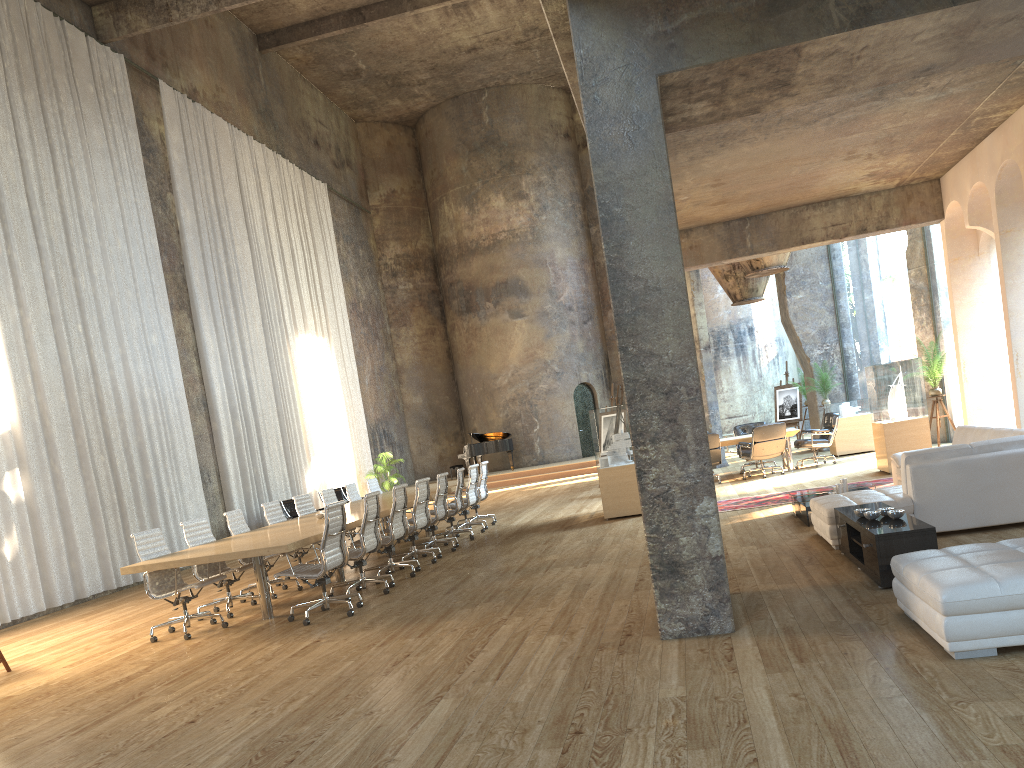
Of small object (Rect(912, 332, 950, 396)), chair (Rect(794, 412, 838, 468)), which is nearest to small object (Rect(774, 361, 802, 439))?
chair (Rect(794, 412, 838, 468))

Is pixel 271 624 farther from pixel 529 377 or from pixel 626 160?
pixel 529 377

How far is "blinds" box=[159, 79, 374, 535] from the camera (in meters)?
16.68

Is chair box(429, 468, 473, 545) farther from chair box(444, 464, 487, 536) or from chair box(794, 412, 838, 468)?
chair box(794, 412, 838, 468)

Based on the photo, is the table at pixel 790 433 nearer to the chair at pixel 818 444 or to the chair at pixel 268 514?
the chair at pixel 818 444

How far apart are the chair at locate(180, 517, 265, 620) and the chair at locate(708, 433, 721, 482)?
8.4m

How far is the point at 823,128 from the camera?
8.9 meters

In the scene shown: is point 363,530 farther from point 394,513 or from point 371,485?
point 371,485

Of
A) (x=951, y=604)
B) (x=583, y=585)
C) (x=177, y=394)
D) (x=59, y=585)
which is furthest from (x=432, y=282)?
(x=951, y=604)

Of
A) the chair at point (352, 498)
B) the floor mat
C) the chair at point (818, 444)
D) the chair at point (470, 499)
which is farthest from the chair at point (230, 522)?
the chair at point (818, 444)
